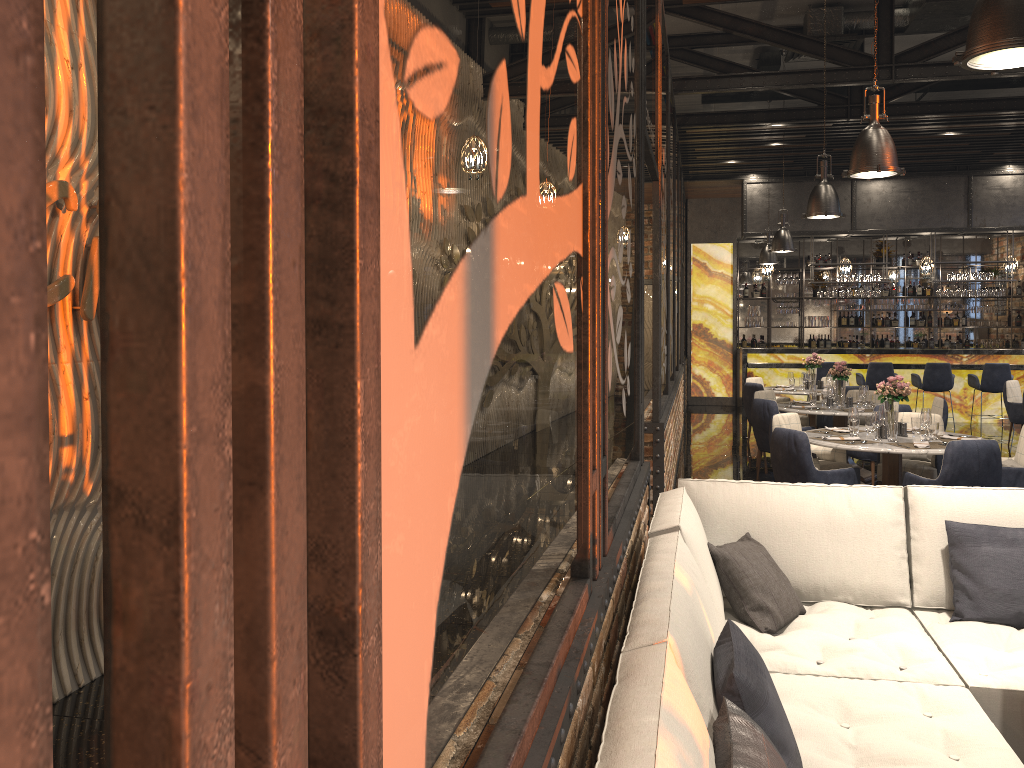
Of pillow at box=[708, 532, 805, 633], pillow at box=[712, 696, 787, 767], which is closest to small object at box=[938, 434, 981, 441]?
pillow at box=[708, 532, 805, 633]

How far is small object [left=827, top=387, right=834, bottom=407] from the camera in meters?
9.1 m

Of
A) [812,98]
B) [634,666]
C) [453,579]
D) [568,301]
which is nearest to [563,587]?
[634,666]

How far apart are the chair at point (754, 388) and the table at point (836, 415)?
1.96m

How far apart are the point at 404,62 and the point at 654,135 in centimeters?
508cm

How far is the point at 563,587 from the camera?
2.37m

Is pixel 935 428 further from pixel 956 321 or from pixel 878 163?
pixel 956 321

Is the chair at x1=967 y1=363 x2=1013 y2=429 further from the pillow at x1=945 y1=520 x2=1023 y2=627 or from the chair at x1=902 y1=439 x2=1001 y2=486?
the pillow at x1=945 y1=520 x2=1023 y2=627

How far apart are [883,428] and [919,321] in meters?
11.1

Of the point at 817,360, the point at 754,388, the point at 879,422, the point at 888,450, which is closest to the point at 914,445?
the point at 888,450
